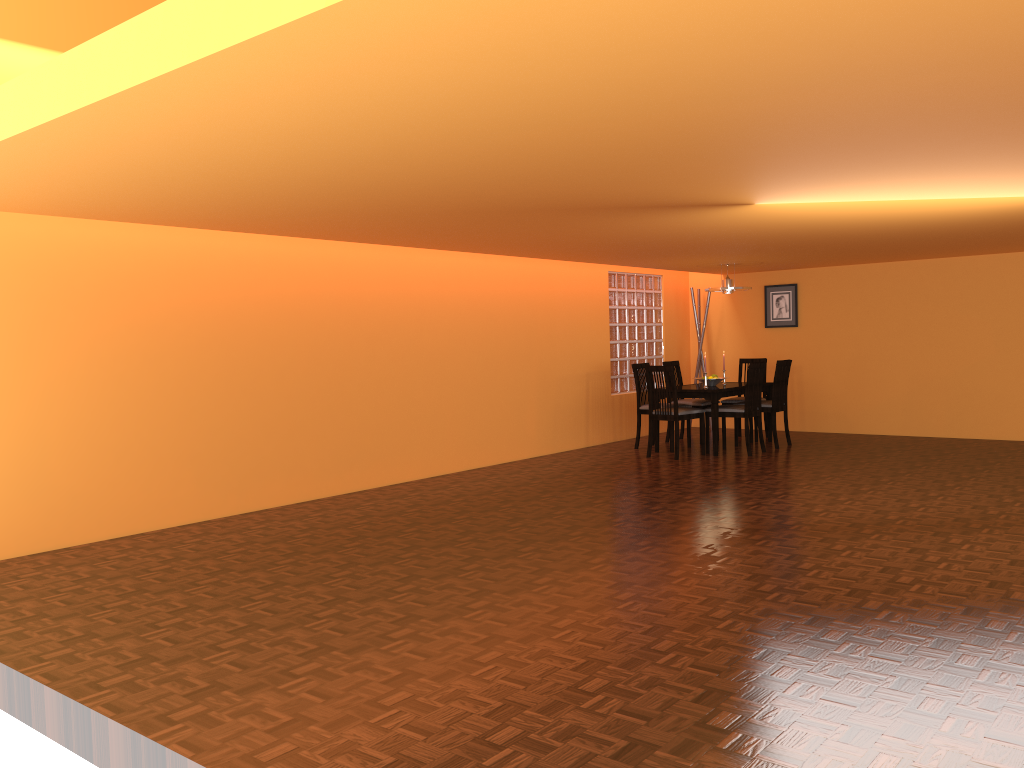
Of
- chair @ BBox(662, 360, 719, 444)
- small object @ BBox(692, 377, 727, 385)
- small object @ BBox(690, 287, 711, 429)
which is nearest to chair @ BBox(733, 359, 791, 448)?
small object @ BBox(692, 377, 727, 385)

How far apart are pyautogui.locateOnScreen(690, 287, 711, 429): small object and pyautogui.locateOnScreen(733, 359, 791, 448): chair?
1.6 meters

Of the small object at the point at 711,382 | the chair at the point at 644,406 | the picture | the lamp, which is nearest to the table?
the small object at the point at 711,382

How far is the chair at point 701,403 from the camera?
8.48m

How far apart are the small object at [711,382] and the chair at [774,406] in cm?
49

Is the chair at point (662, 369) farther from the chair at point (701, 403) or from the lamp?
the lamp

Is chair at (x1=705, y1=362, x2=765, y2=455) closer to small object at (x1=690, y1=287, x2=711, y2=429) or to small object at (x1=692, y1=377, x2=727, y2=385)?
small object at (x1=692, y1=377, x2=727, y2=385)

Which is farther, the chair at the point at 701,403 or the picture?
the picture

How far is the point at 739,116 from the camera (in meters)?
2.75

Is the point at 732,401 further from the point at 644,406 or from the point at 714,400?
the point at 714,400
